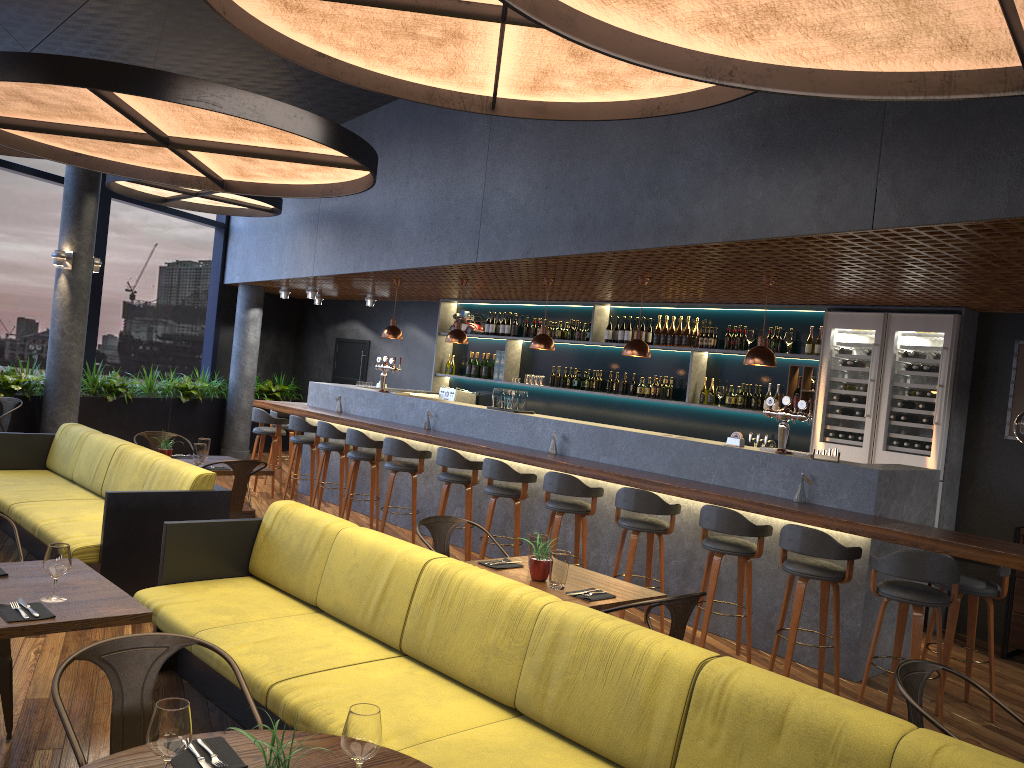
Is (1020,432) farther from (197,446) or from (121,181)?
(121,181)

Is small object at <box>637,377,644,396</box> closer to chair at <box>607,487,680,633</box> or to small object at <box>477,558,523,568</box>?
chair at <box>607,487,680,633</box>

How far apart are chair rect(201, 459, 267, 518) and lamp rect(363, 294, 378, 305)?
6.49m

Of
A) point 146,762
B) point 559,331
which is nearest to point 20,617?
point 146,762

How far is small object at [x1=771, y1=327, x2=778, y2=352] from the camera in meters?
8.6

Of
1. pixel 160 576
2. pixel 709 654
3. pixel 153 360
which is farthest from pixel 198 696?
pixel 153 360

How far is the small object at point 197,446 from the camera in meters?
7.2 m

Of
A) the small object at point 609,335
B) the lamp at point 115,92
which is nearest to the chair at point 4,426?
the lamp at point 115,92

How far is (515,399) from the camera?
8.5 meters

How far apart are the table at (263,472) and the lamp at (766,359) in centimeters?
395cm
